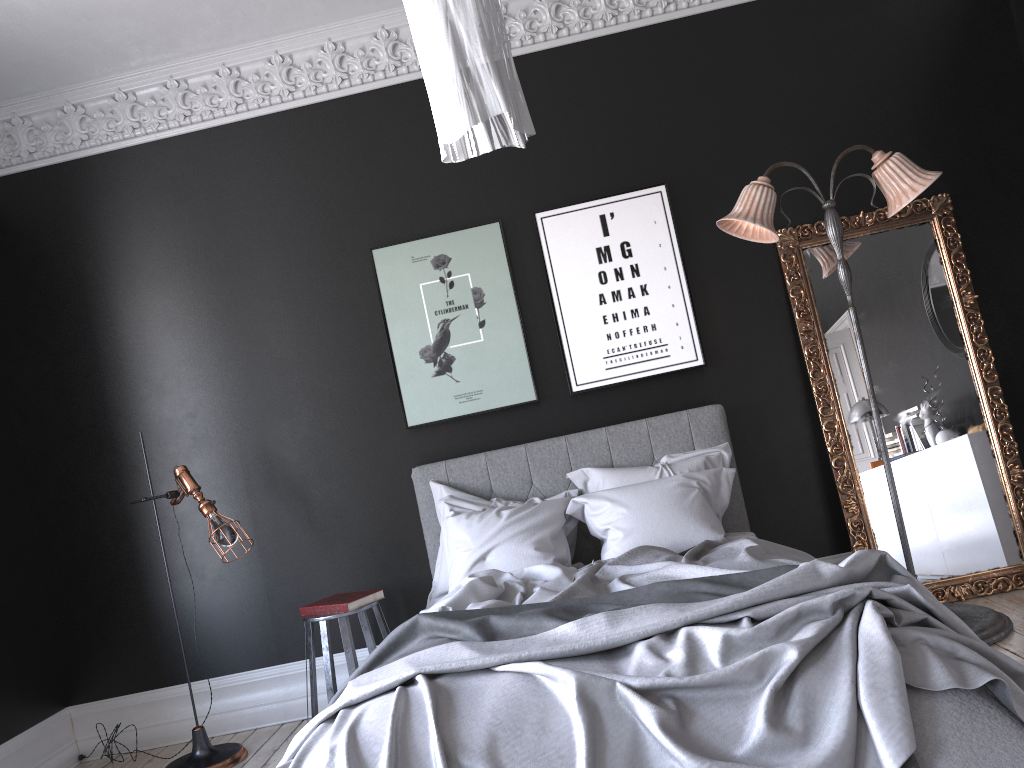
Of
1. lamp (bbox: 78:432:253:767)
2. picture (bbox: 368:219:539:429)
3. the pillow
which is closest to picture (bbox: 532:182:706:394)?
picture (bbox: 368:219:539:429)

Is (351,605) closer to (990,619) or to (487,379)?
(487,379)

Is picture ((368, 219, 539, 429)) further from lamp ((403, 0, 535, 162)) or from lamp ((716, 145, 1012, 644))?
lamp ((403, 0, 535, 162))

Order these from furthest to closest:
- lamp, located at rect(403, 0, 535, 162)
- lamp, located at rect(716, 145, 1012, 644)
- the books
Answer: the books
lamp, located at rect(716, 145, 1012, 644)
lamp, located at rect(403, 0, 535, 162)

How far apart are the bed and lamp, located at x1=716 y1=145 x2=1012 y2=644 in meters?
0.8

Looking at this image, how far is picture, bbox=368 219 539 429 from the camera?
5.1m

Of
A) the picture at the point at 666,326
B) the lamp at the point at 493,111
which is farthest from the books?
the lamp at the point at 493,111

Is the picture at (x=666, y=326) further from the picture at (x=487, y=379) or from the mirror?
the mirror

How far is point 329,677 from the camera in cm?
434

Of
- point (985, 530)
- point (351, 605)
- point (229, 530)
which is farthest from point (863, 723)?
point (229, 530)
